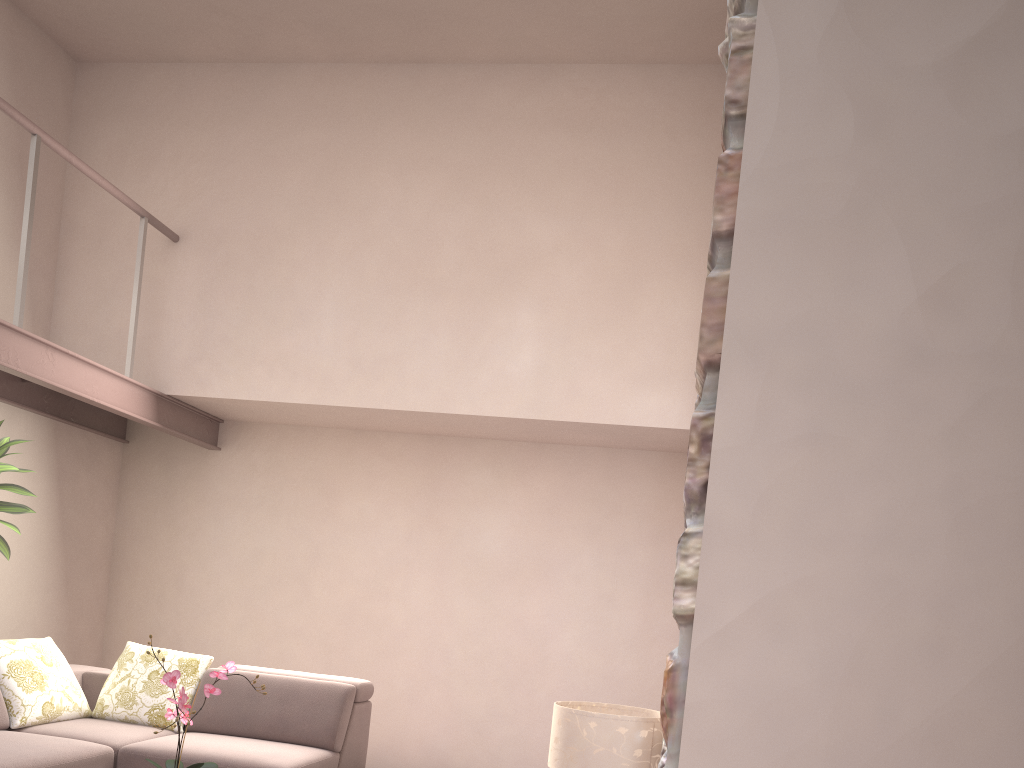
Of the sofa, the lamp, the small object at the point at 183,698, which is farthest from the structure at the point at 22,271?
the lamp

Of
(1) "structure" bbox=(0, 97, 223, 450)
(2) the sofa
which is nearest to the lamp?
(2) the sofa

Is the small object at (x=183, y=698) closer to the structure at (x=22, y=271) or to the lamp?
the lamp

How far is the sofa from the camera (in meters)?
3.86

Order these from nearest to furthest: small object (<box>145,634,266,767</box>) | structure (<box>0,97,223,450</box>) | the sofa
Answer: small object (<box>145,634,266,767</box>)
the sofa
structure (<box>0,97,223,450</box>)

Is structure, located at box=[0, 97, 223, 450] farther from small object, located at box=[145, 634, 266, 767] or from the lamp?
the lamp

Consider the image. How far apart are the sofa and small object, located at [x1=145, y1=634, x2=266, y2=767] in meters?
0.9

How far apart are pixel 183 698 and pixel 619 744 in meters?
1.4

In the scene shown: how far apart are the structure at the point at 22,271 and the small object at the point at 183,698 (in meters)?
2.42

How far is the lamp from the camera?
2.8 meters
